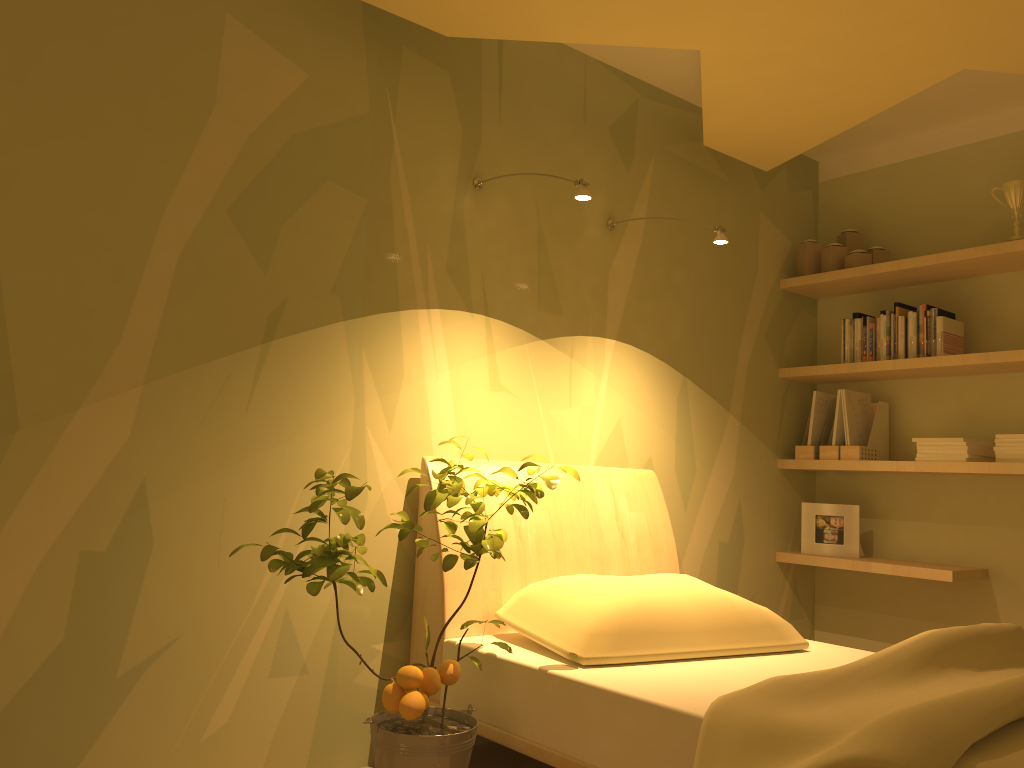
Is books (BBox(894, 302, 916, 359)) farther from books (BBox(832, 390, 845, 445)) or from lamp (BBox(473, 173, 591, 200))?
lamp (BBox(473, 173, 591, 200))

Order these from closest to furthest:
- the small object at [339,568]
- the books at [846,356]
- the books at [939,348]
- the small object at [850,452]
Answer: the small object at [339,568], the books at [939,348], the small object at [850,452], the books at [846,356]

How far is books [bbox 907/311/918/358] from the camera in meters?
3.5 m

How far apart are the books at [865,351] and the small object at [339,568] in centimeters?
194cm

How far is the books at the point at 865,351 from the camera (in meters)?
3.68

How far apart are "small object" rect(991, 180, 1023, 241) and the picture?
1.23m

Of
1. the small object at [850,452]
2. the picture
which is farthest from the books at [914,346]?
the picture

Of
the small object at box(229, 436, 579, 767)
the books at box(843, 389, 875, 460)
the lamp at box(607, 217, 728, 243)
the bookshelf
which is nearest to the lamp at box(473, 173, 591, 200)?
the lamp at box(607, 217, 728, 243)

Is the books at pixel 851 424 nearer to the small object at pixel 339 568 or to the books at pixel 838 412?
the books at pixel 838 412

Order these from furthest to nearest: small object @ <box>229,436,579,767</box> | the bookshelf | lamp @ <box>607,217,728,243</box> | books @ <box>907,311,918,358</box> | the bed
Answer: books @ <box>907,311,918,358</box>
the bookshelf
lamp @ <box>607,217,728,243</box>
small object @ <box>229,436,579,767</box>
the bed
